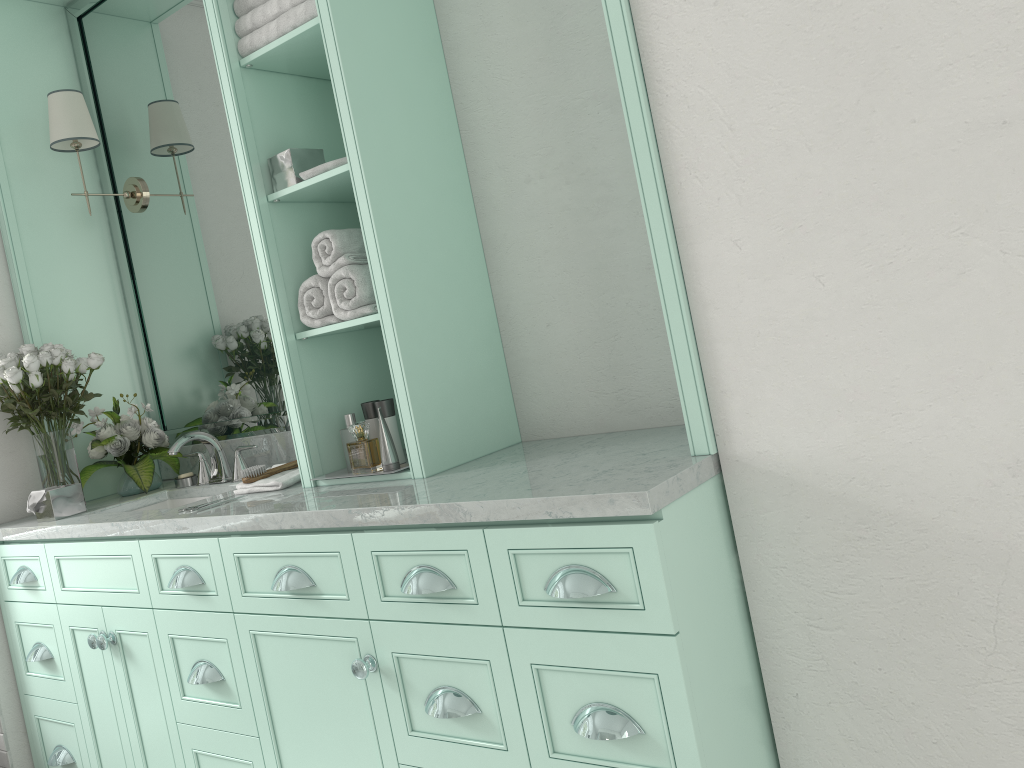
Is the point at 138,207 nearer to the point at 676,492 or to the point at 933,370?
the point at 676,492

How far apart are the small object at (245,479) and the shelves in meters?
0.3 m

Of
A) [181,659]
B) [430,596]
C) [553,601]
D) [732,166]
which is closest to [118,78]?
[181,659]

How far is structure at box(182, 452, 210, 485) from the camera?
3.3m

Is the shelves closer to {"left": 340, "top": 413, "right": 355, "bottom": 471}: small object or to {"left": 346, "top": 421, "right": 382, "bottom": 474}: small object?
{"left": 340, "top": 413, "right": 355, "bottom": 471}: small object

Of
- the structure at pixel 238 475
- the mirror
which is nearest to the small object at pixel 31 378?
the mirror

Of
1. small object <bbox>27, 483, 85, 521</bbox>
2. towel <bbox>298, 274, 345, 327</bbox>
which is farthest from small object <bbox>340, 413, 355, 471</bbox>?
small object <bbox>27, 483, 85, 521</bbox>

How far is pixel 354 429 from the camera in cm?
690

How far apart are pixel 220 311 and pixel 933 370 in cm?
266

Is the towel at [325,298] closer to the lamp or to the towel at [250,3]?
the towel at [250,3]
